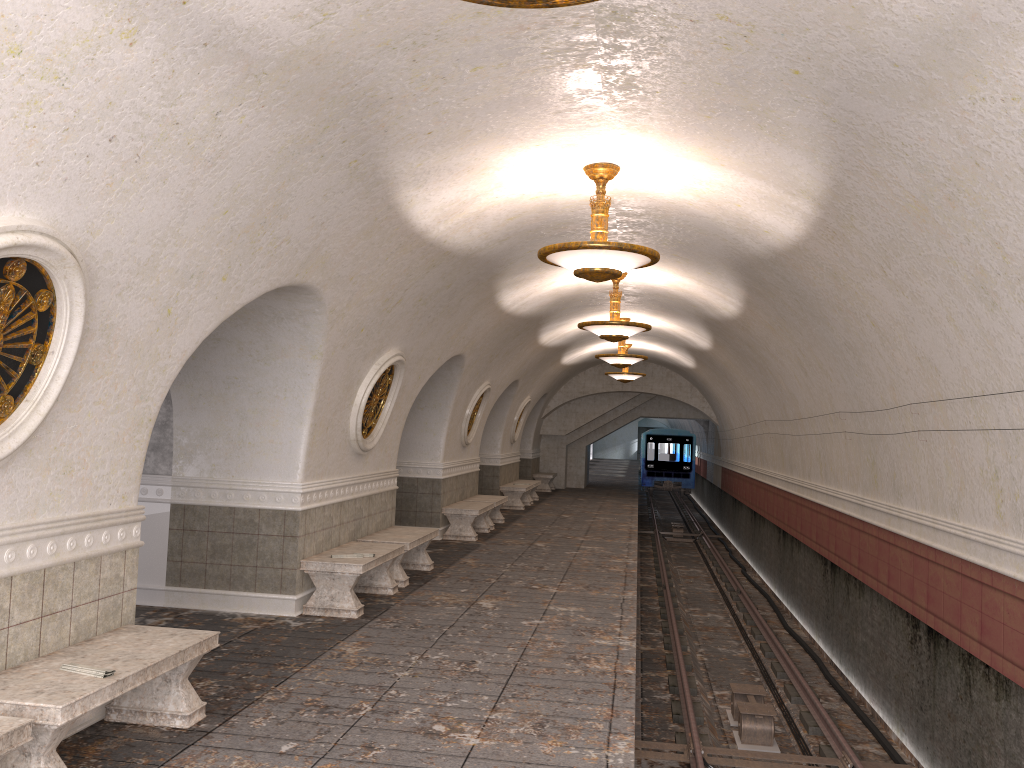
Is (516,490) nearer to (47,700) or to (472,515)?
(472,515)

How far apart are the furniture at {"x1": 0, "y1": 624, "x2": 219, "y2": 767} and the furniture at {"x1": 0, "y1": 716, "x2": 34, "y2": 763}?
0.20m

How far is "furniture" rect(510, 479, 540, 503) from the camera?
22.9 meters

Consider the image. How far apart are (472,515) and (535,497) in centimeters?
887cm

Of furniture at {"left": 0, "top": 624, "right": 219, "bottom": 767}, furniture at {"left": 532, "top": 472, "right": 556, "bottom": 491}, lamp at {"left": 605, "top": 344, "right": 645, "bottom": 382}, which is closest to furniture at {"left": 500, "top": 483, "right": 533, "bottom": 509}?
lamp at {"left": 605, "top": 344, "right": 645, "bottom": 382}

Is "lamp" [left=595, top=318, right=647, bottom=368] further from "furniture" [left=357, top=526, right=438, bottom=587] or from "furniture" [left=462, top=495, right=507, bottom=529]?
"furniture" [left=357, top=526, right=438, bottom=587]

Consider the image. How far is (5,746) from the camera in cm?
359

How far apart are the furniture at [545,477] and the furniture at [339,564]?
16.9 meters

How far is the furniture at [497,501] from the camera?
16.0 meters

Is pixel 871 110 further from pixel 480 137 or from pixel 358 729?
pixel 358 729
